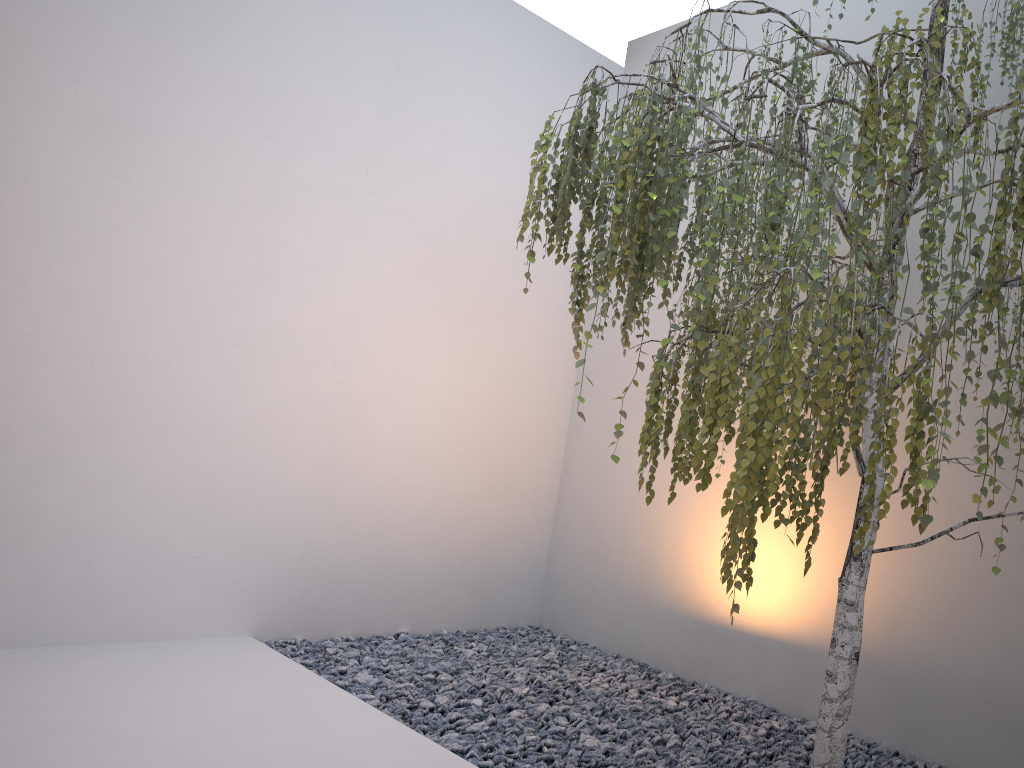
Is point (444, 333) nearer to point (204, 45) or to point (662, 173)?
point (204, 45)

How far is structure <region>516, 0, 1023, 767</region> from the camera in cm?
167

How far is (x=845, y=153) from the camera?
1.67m

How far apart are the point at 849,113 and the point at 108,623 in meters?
3.3

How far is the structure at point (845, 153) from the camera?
1.7 meters
